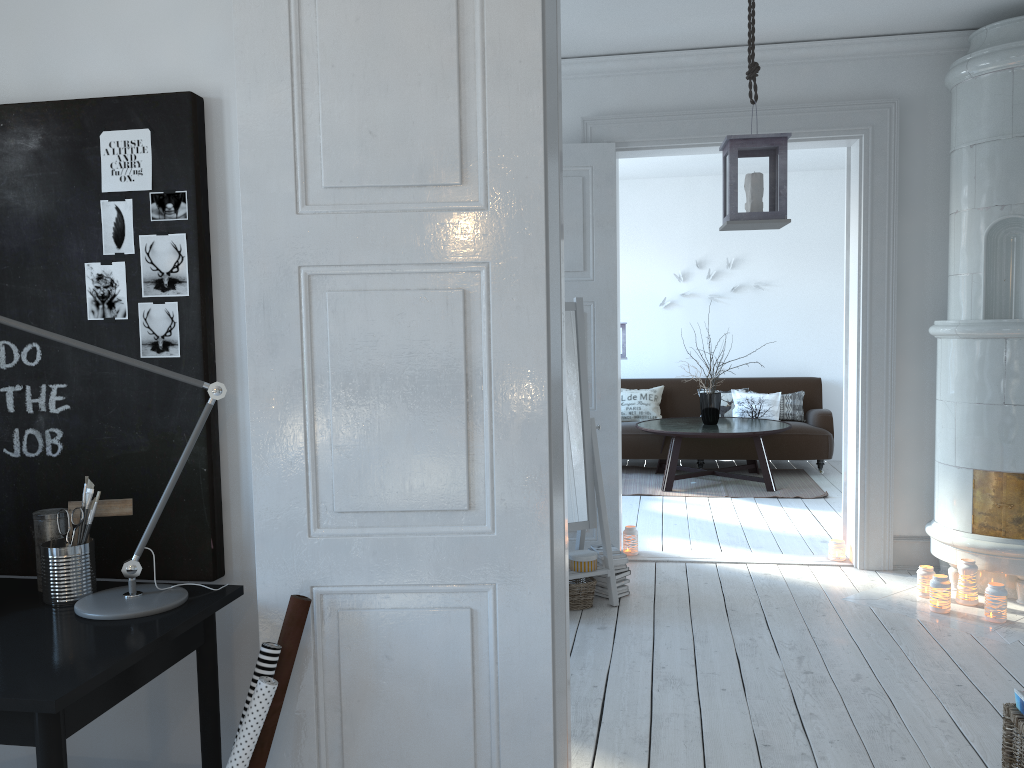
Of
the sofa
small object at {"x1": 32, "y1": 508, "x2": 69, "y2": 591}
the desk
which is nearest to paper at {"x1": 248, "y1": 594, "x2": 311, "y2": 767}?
the desk

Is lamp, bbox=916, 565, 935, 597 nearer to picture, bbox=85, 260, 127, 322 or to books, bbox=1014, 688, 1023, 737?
books, bbox=1014, 688, 1023, 737

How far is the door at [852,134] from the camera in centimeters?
469cm

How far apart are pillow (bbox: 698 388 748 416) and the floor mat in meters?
0.7

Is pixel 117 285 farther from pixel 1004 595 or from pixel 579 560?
pixel 1004 595

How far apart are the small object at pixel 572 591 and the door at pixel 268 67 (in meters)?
1.83

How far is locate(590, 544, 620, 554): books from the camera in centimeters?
440cm

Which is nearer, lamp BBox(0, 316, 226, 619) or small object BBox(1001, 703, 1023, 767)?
lamp BBox(0, 316, 226, 619)

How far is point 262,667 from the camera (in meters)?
1.86

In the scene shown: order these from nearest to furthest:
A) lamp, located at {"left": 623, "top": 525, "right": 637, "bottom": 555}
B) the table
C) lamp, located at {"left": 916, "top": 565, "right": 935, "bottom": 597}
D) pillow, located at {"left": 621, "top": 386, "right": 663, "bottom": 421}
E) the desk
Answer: the desk, lamp, located at {"left": 916, "top": 565, "right": 935, "bottom": 597}, lamp, located at {"left": 623, "top": 525, "right": 637, "bottom": 555}, the table, pillow, located at {"left": 621, "top": 386, "right": 663, "bottom": 421}
